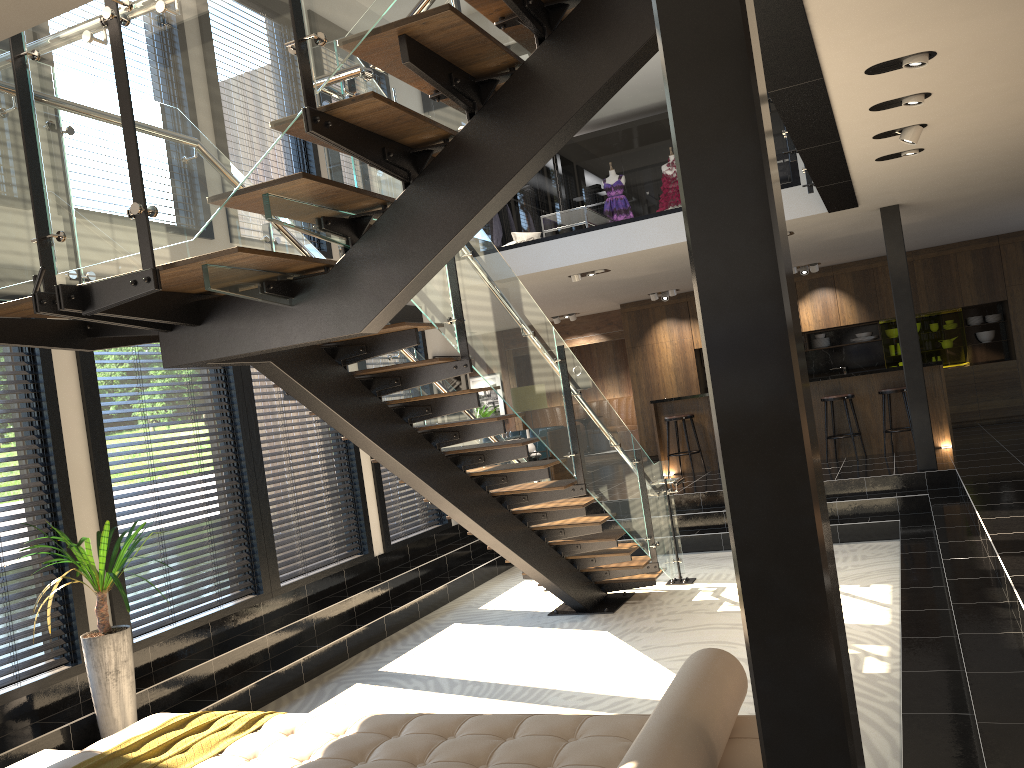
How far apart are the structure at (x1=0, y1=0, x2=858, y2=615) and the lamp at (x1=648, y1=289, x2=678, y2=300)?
5.67m

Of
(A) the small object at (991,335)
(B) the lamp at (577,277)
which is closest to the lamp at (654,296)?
(B) the lamp at (577,277)

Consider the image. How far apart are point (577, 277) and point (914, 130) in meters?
5.2 m

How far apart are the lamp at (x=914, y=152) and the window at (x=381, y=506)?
5.08m

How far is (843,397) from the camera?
10.7m

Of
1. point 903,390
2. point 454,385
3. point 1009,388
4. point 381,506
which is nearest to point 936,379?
point 903,390

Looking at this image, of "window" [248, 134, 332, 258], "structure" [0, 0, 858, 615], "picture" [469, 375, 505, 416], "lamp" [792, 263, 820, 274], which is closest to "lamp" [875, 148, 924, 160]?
"structure" [0, 0, 858, 615]

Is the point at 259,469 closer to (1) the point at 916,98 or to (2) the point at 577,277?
(2) the point at 577,277

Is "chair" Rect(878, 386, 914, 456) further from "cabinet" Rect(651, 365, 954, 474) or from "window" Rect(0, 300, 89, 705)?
"window" Rect(0, 300, 89, 705)

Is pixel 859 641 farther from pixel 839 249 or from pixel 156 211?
pixel 839 249
